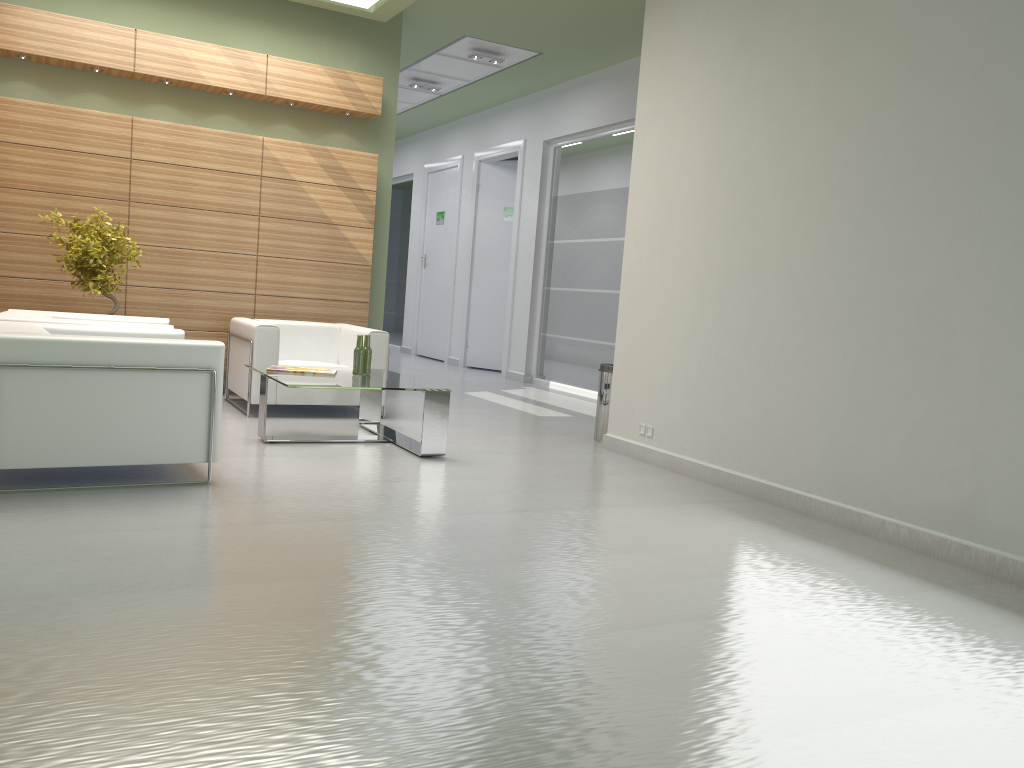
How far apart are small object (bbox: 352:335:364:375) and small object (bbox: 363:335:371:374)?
0.2m

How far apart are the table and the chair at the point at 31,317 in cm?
116

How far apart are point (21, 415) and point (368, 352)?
A: 4.3m

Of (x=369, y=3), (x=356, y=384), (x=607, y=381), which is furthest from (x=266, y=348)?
(x=369, y=3)

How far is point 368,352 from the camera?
10.52m

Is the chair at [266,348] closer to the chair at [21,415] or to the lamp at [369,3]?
the chair at [21,415]

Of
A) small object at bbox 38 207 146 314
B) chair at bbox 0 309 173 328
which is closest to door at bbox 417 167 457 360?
small object at bbox 38 207 146 314

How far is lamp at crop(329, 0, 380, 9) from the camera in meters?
13.2 m

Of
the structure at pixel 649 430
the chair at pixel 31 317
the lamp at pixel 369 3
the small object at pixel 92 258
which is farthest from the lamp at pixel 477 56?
the structure at pixel 649 430

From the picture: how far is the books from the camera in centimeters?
1017cm
